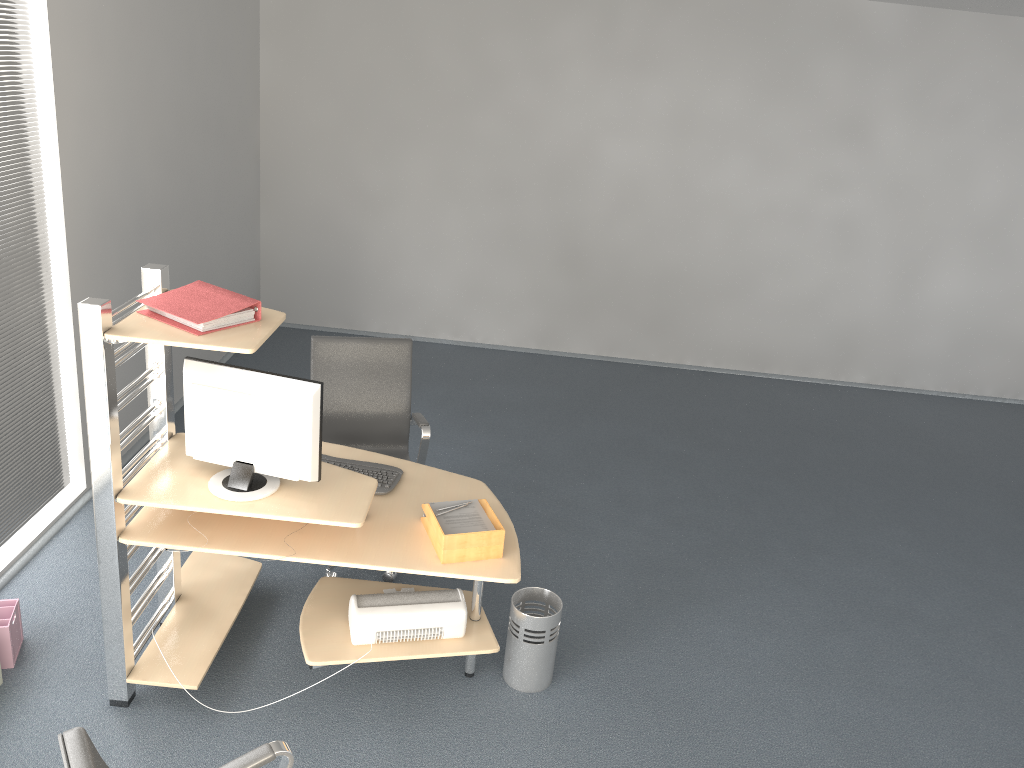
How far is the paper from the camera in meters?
3.2

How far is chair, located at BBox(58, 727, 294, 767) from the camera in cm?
176

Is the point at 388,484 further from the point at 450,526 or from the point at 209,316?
the point at 209,316

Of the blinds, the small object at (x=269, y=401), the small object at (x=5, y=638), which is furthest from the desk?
the blinds

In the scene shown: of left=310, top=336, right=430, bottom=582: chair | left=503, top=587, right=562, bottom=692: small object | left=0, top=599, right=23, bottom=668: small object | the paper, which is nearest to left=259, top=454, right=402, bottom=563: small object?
the paper

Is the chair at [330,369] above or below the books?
below

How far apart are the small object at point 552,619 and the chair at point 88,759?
1.41m

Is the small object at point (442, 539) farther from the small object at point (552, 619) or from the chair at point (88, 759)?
the chair at point (88, 759)

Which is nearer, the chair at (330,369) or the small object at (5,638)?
the small object at (5,638)

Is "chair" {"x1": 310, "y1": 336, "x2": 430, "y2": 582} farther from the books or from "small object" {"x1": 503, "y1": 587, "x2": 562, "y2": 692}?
the books
